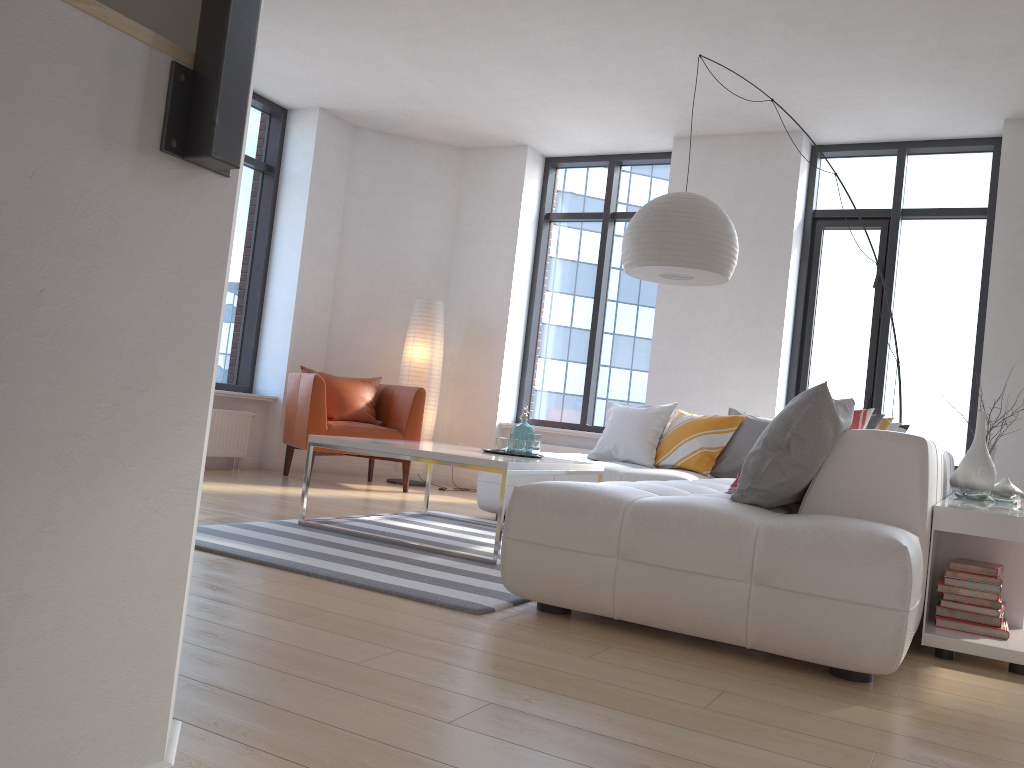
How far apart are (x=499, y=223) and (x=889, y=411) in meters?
3.5 m

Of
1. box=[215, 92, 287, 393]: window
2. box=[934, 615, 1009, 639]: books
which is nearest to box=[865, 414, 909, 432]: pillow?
box=[934, 615, 1009, 639]: books

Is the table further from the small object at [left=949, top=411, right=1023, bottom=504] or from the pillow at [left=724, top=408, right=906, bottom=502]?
the small object at [left=949, top=411, right=1023, bottom=504]

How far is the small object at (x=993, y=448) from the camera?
4.68m

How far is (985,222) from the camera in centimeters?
636cm

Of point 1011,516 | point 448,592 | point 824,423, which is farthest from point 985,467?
point 448,592

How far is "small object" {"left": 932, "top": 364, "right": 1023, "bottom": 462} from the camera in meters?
4.7 m

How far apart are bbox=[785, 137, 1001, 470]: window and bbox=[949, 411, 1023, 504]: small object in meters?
2.4 m

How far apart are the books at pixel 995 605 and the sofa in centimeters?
30cm

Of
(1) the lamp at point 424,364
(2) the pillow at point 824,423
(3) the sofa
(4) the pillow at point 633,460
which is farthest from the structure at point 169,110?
(1) the lamp at point 424,364
